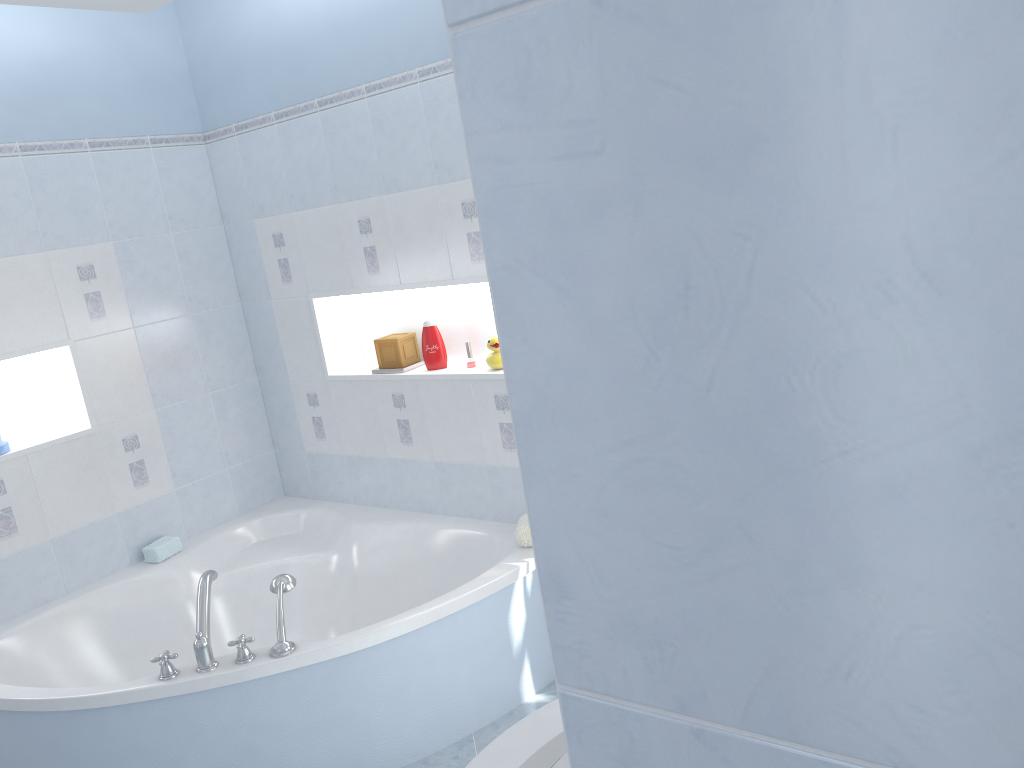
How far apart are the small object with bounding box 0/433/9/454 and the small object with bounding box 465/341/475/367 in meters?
1.6

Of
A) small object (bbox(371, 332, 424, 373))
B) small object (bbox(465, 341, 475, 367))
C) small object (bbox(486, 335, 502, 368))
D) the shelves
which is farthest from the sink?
small object (bbox(371, 332, 424, 373))

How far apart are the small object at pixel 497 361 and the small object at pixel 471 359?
0.14m

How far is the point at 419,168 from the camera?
3.0m

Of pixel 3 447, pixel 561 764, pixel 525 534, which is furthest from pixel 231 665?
pixel 561 764

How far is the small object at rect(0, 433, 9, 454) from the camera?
3.08m

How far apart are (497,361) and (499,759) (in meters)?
1.95

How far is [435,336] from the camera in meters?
3.3 m

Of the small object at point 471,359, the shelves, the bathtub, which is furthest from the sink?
the small object at point 471,359

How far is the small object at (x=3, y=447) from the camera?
3.08m
